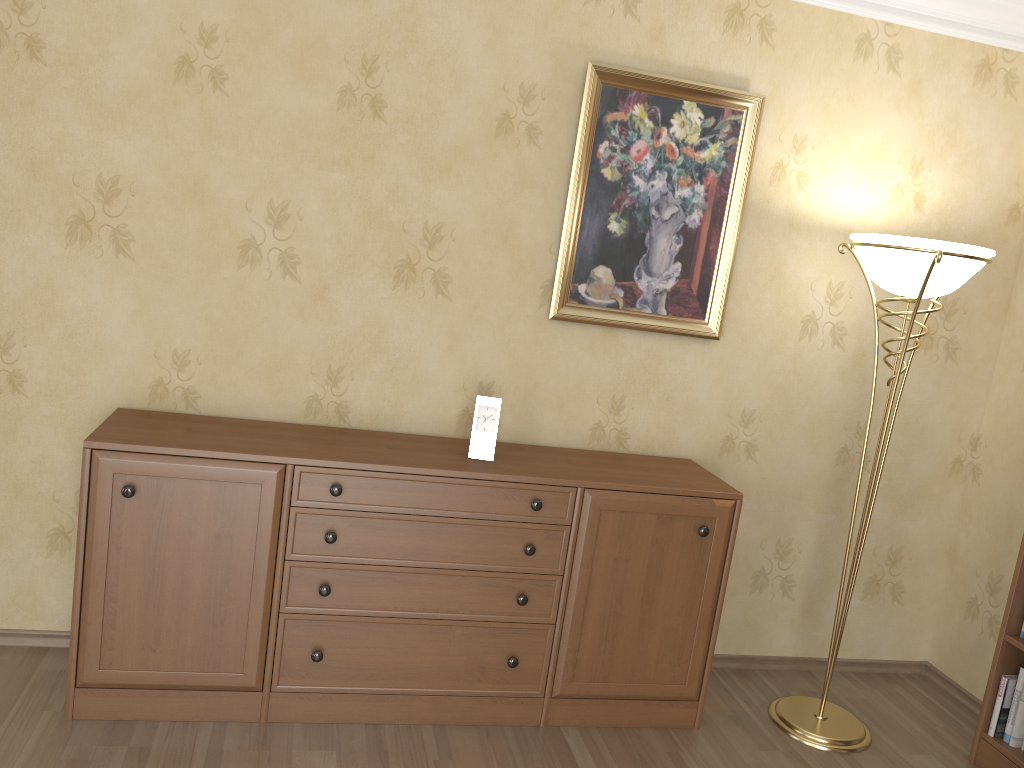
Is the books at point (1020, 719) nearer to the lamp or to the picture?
the lamp

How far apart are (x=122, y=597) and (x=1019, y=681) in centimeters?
281cm

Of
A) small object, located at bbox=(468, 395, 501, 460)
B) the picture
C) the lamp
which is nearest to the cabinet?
small object, located at bbox=(468, 395, 501, 460)

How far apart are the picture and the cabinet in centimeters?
46cm

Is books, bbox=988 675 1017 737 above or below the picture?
below

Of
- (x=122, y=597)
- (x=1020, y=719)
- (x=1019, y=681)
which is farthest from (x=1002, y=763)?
(x=122, y=597)

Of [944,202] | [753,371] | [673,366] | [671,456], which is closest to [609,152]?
[673,366]

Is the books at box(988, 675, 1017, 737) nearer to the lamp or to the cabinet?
the lamp

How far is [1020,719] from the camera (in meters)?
2.89

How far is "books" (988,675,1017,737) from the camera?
2.92m
